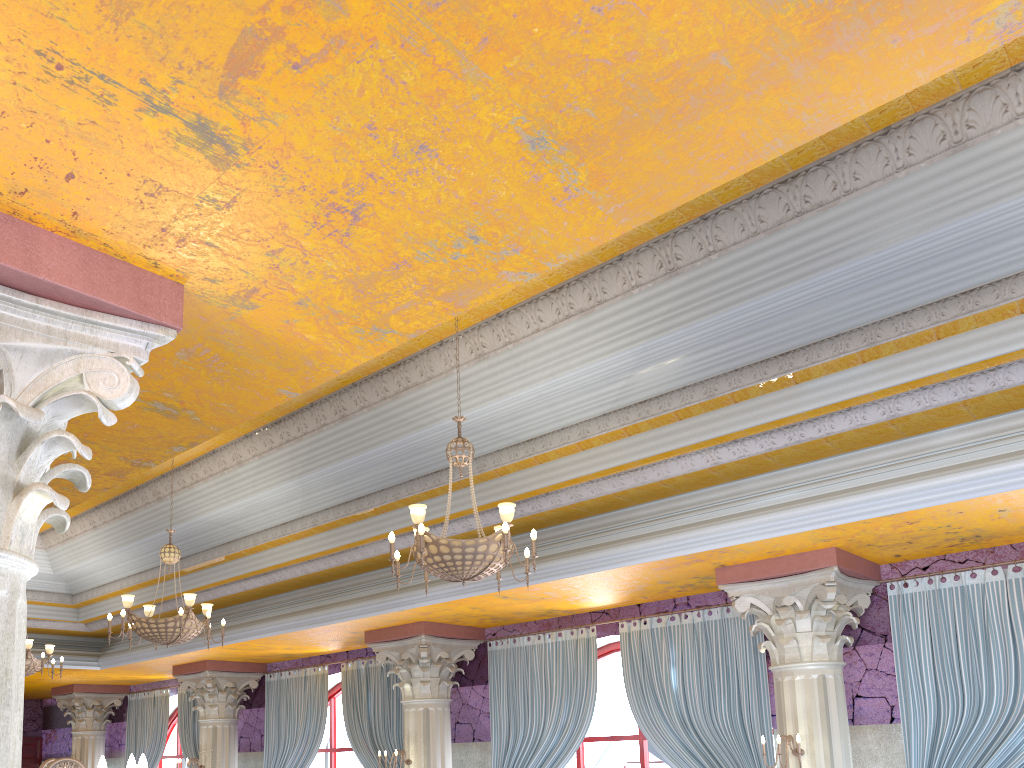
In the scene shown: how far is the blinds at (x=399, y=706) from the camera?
10.8 meters

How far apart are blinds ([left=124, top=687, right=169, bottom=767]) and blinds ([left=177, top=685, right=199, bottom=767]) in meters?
0.5 m

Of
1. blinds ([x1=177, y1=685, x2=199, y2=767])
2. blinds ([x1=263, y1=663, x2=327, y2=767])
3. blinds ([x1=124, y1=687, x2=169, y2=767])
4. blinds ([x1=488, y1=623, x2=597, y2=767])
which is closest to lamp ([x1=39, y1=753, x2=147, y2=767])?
blinds ([x1=488, y1=623, x2=597, y2=767])

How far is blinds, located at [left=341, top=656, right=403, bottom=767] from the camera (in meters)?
10.82

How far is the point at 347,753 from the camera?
12.22m

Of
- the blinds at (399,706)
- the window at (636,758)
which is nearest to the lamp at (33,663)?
the blinds at (399,706)

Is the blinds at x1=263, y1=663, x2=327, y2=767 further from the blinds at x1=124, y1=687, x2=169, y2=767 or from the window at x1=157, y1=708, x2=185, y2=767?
the window at x1=157, y1=708, x2=185, y2=767

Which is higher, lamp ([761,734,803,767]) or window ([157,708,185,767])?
window ([157,708,185,767])

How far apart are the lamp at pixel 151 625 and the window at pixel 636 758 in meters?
4.2

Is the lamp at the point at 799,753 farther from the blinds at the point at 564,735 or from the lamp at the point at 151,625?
the lamp at the point at 151,625
